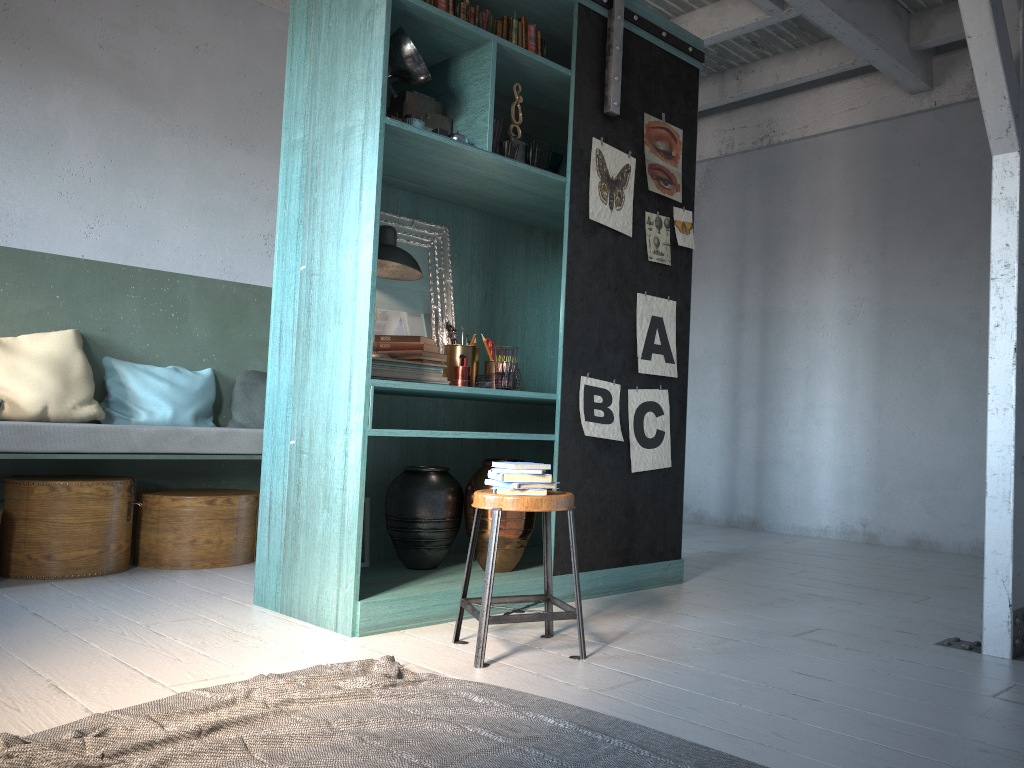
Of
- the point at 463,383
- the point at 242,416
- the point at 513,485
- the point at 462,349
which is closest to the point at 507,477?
the point at 513,485

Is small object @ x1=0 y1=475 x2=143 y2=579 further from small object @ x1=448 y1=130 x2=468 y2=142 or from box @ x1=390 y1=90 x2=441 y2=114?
small object @ x1=448 y1=130 x2=468 y2=142

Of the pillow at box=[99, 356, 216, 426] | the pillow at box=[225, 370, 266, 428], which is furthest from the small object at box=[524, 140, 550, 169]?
the pillow at box=[99, 356, 216, 426]

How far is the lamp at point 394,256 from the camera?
4.4m

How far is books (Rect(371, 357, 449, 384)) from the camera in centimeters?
425cm

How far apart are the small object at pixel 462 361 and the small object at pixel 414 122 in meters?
1.2

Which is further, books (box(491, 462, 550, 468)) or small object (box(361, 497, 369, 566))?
small object (box(361, 497, 369, 566))

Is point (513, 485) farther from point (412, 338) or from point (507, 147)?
point (507, 147)

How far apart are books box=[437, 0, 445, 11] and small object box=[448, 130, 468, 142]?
0.7m

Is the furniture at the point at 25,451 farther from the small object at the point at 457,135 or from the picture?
the small object at the point at 457,135
